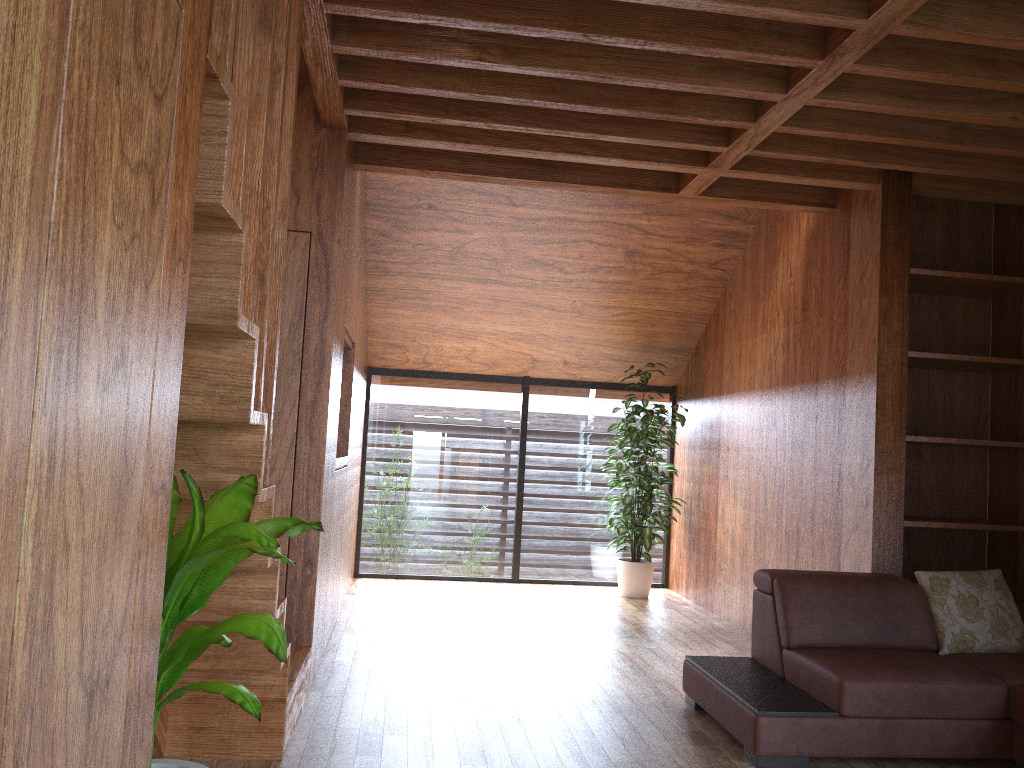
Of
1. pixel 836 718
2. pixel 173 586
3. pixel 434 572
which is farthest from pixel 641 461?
pixel 173 586

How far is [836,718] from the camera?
2.9m

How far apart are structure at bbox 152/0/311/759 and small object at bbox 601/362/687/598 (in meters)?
3.00

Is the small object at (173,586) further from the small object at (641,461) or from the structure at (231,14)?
the small object at (641,461)

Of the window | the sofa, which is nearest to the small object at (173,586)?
the sofa

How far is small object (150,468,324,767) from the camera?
1.5m

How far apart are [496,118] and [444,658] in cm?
246

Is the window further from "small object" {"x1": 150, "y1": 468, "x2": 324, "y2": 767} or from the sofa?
"small object" {"x1": 150, "y1": 468, "x2": 324, "y2": 767}

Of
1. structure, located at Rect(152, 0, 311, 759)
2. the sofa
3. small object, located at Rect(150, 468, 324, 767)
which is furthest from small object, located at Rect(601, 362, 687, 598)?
small object, located at Rect(150, 468, 324, 767)

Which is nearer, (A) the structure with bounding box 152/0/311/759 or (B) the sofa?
(A) the structure with bounding box 152/0/311/759
